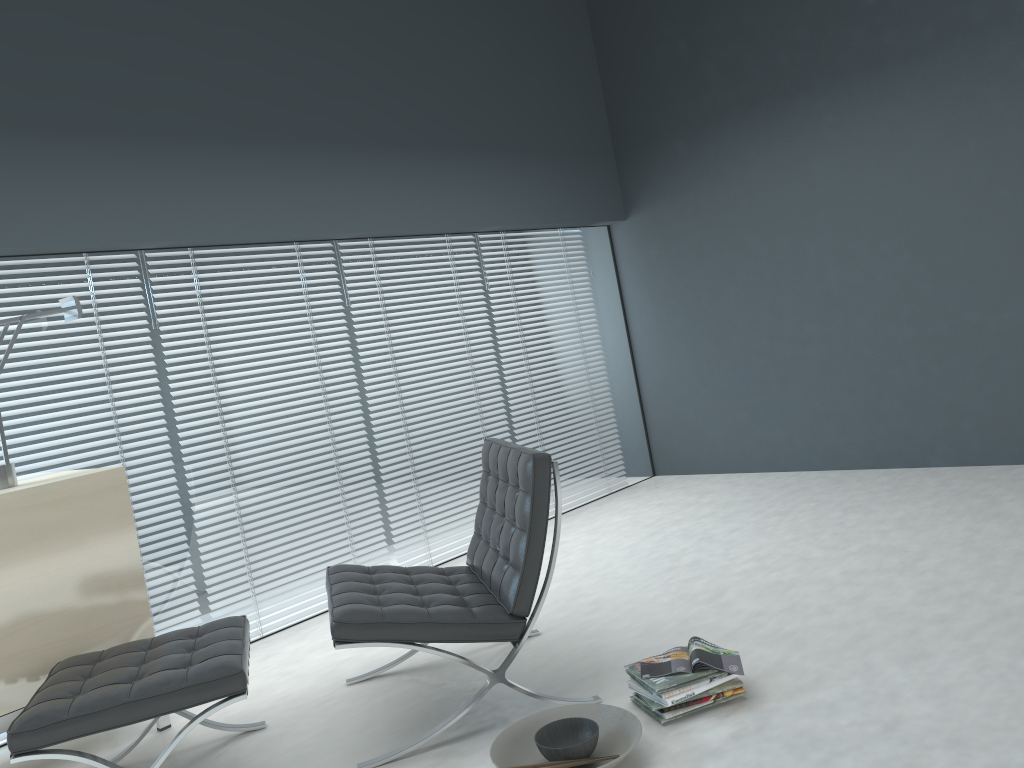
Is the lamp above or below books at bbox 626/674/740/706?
above

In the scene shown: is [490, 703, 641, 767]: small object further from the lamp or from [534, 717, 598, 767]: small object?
the lamp

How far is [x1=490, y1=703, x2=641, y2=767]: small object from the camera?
2.3m

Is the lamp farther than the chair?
Yes

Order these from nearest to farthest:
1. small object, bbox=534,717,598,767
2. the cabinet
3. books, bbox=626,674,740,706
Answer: small object, bbox=534,717,598,767
books, bbox=626,674,740,706
the cabinet

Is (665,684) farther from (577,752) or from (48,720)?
(48,720)

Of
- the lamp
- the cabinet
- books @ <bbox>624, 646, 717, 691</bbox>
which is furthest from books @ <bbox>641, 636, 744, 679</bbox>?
the lamp

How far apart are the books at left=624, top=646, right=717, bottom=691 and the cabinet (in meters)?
1.62

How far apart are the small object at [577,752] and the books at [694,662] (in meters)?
0.23

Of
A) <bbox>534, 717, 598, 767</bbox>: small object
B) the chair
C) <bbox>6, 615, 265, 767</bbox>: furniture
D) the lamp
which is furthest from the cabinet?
<bbox>534, 717, 598, 767</bbox>: small object
